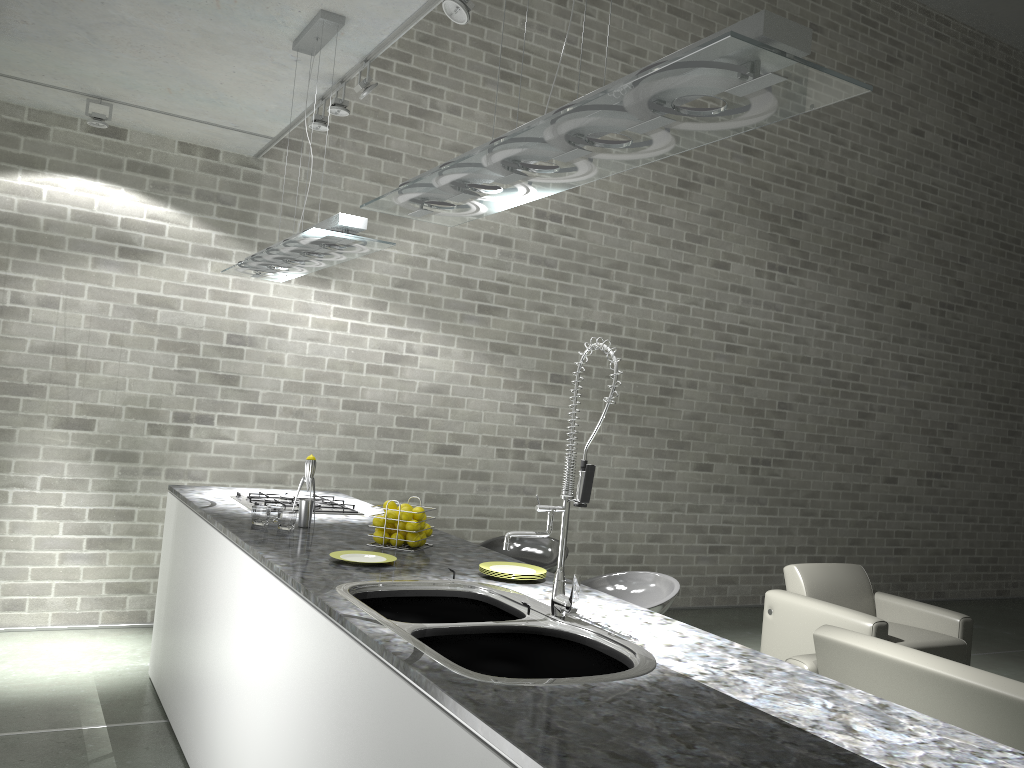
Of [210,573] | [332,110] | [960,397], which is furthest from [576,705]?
[960,397]

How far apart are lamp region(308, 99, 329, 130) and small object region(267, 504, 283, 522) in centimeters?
200cm

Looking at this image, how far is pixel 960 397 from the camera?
9.3m

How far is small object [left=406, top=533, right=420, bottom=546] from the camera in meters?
3.2 m

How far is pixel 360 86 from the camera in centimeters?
388cm

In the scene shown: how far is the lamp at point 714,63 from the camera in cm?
130

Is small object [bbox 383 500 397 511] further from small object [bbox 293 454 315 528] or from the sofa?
the sofa

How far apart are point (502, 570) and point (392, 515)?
0.54m

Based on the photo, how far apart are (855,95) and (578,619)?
1.46m

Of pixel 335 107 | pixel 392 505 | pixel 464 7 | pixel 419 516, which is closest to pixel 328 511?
pixel 392 505
